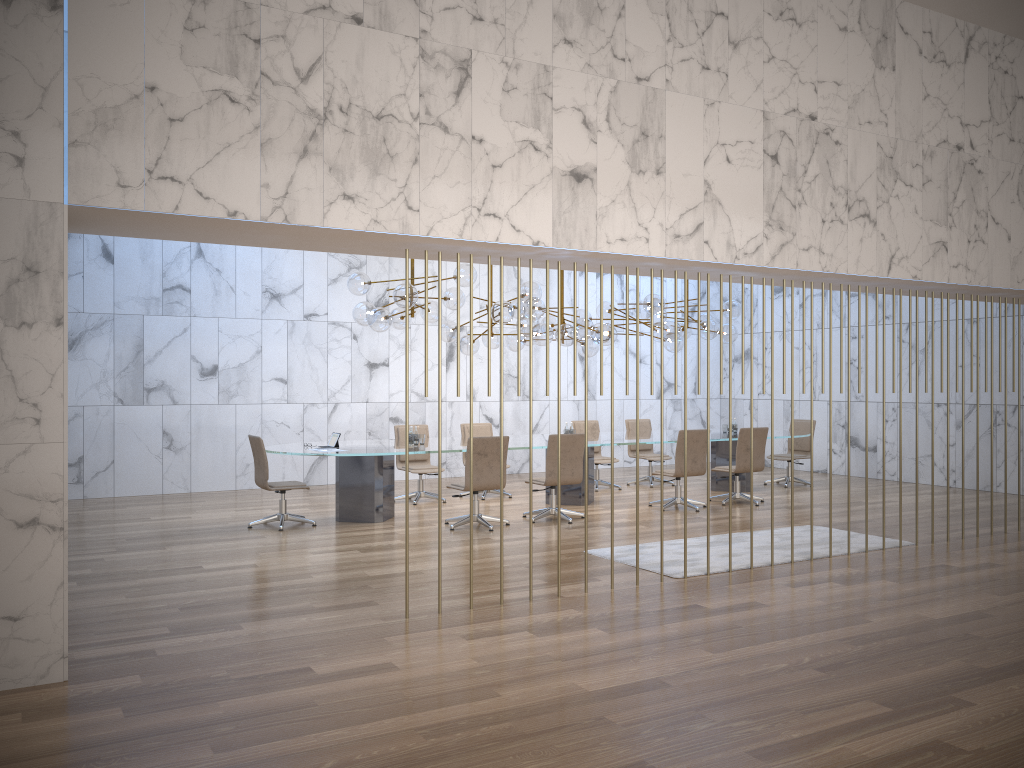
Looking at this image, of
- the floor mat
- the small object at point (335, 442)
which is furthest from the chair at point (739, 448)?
the small object at point (335, 442)

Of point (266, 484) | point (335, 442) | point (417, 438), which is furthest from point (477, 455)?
point (266, 484)

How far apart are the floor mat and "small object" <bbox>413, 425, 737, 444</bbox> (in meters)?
3.08

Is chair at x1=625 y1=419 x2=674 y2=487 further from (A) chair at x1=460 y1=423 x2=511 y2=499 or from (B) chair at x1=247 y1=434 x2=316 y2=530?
(B) chair at x1=247 y1=434 x2=316 y2=530

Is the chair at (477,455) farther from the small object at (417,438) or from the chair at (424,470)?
the chair at (424,470)

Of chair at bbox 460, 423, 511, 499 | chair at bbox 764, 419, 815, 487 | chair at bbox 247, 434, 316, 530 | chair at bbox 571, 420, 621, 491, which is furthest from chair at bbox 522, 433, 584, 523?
chair at bbox 764, 419, 815, 487

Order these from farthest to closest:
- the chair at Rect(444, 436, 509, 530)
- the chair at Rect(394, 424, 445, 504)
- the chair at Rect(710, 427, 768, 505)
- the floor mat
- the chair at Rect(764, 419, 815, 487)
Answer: the chair at Rect(764, 419, 815, 487), the chair at Rect(394, 424, 445, 504), the chair at Rect(710, 427, 768, 505), the chair at Rect(444, 436, 509, 530), the floor mat

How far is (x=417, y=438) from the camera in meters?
10.4

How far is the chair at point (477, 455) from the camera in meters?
9.4 m

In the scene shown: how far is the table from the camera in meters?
9.8 m
